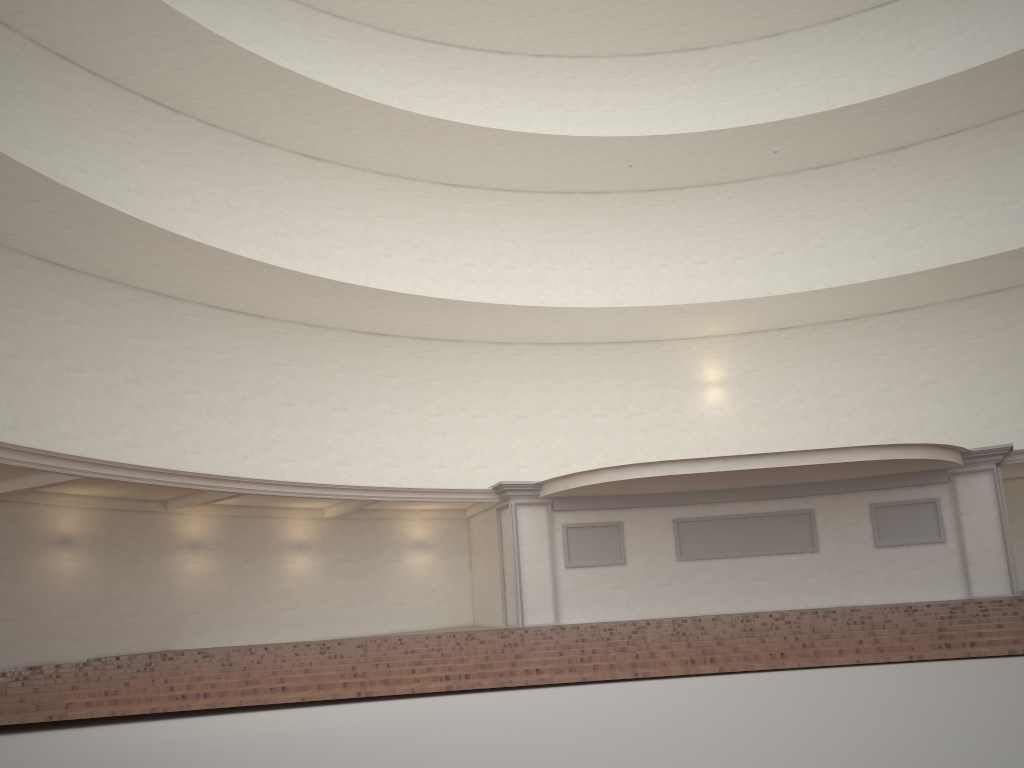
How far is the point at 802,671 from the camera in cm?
861
